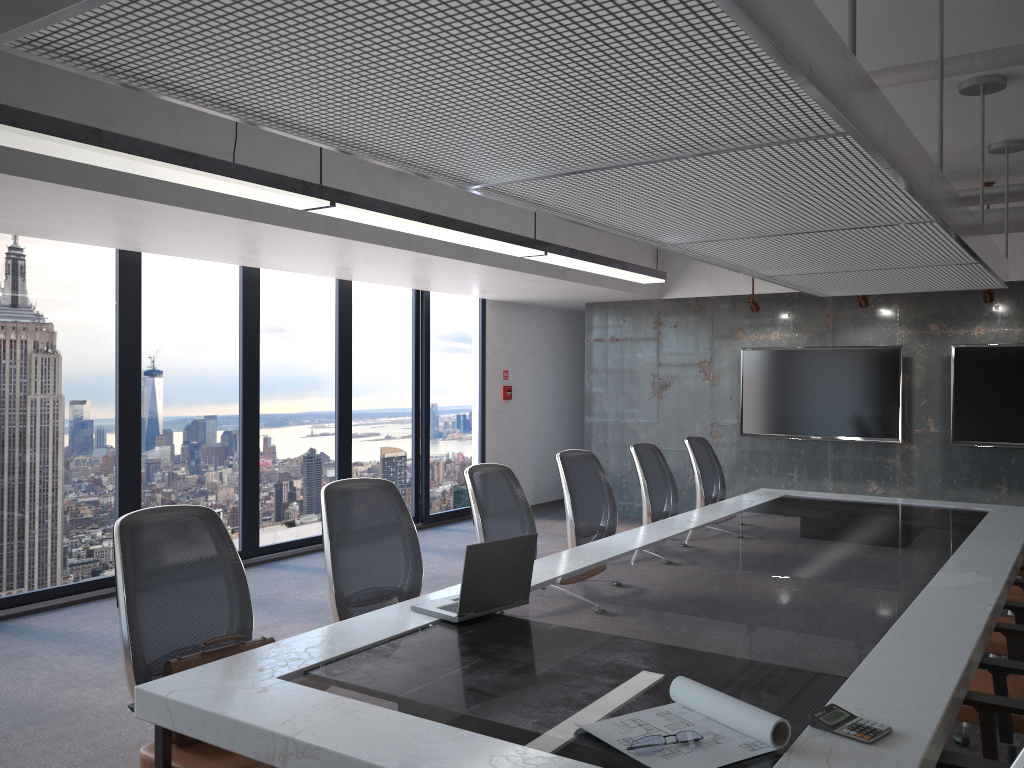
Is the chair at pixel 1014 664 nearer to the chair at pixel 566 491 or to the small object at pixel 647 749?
the small object at pixel 647 749

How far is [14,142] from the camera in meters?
3.2

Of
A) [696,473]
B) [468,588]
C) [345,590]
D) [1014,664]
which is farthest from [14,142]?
[696,473]

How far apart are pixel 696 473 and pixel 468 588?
3.9 meters

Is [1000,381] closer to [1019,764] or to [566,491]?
[566,491]

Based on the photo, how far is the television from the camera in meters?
8.2 m

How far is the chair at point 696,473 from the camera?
6.71m

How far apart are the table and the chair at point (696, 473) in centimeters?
34cm

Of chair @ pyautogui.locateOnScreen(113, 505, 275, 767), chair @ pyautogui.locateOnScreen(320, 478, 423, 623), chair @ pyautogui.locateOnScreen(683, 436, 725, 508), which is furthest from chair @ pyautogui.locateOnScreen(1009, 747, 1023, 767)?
chair @ pyautogui.locateOnScreen(683, 436, 725, 508)

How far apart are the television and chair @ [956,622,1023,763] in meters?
5.3
